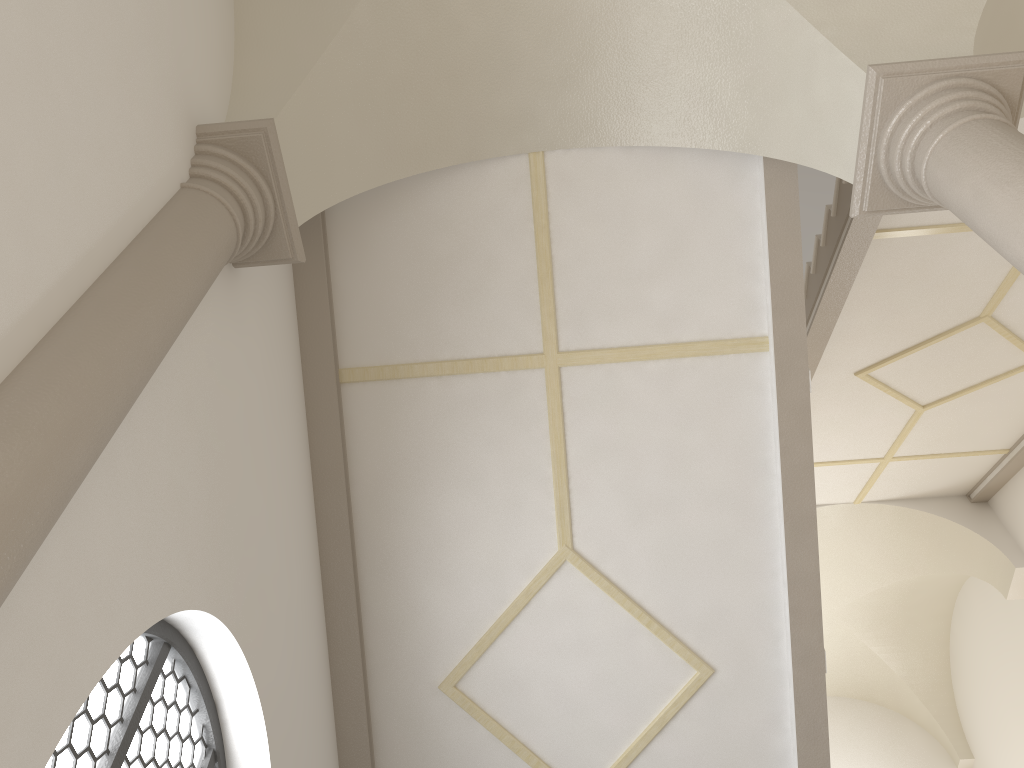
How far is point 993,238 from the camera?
3.2m

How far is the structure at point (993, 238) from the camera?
3.2 meters

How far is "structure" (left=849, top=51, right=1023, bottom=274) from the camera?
3.20m

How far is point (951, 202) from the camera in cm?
351
